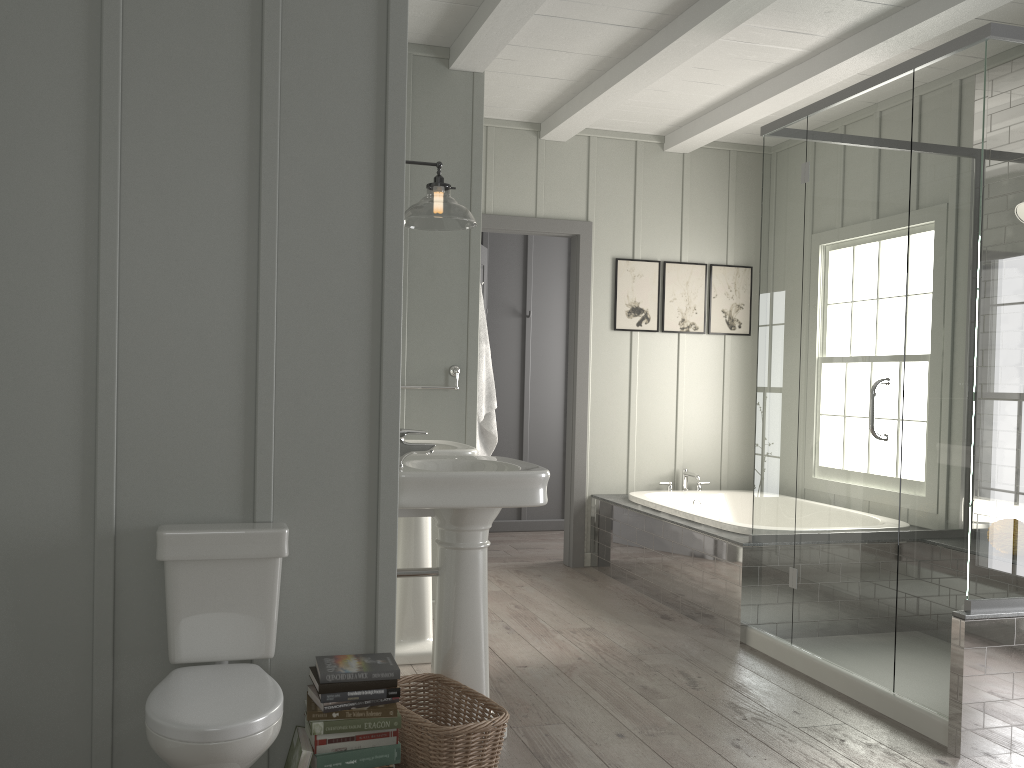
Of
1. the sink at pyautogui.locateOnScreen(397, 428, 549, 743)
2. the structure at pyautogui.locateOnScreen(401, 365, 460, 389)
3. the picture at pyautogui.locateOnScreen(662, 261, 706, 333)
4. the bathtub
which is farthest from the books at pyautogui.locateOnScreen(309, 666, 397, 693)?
the picture at pyautogui.locateOnScreen(662, 261, 706, 333)

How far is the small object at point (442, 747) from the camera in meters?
2.4

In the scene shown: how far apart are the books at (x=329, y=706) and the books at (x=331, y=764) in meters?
0.1

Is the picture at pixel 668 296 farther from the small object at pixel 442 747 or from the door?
the small object at pixel 442 747

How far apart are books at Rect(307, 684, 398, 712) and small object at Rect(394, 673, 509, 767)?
0.2m

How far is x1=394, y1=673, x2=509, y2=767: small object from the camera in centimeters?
244cm

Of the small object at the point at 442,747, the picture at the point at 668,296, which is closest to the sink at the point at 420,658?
the small object at the point at 442,747

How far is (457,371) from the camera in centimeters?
428cm

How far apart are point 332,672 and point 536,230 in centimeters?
375cm

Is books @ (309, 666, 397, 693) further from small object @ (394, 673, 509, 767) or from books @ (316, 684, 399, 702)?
small object @ (394, 673, 509, 767)
